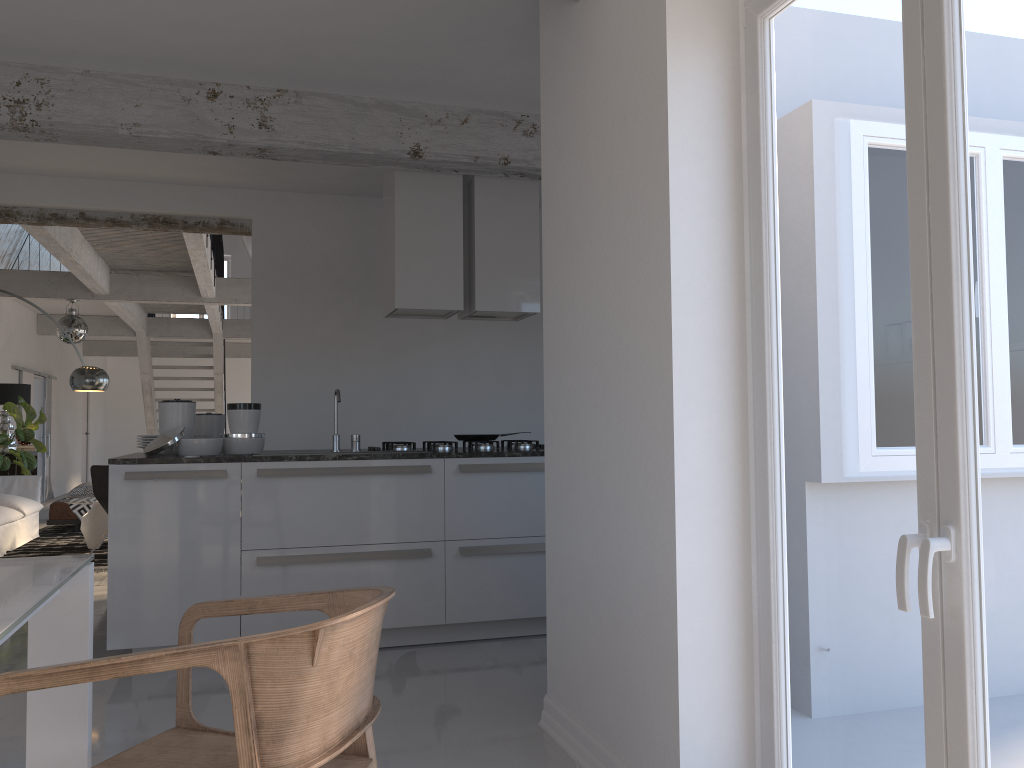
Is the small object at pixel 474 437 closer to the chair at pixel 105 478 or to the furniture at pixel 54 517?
the chair at pixel 105 478

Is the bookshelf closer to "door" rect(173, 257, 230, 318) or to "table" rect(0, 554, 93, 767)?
"table" rect(0, 554, 93, 767)

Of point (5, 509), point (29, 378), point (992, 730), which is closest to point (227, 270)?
point (29, 378)

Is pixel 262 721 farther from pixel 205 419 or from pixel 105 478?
pixel 105 478

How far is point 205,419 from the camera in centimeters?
517cm

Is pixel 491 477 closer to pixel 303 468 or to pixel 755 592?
pixel 303 468

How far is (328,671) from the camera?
1.52m

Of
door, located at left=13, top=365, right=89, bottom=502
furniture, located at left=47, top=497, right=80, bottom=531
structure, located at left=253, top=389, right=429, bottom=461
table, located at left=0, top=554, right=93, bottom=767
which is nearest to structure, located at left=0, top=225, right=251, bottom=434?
door, located at left=13, top=365, right=89, bottom=502

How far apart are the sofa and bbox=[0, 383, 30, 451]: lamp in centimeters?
152cm

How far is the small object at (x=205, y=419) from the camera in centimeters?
517cm
